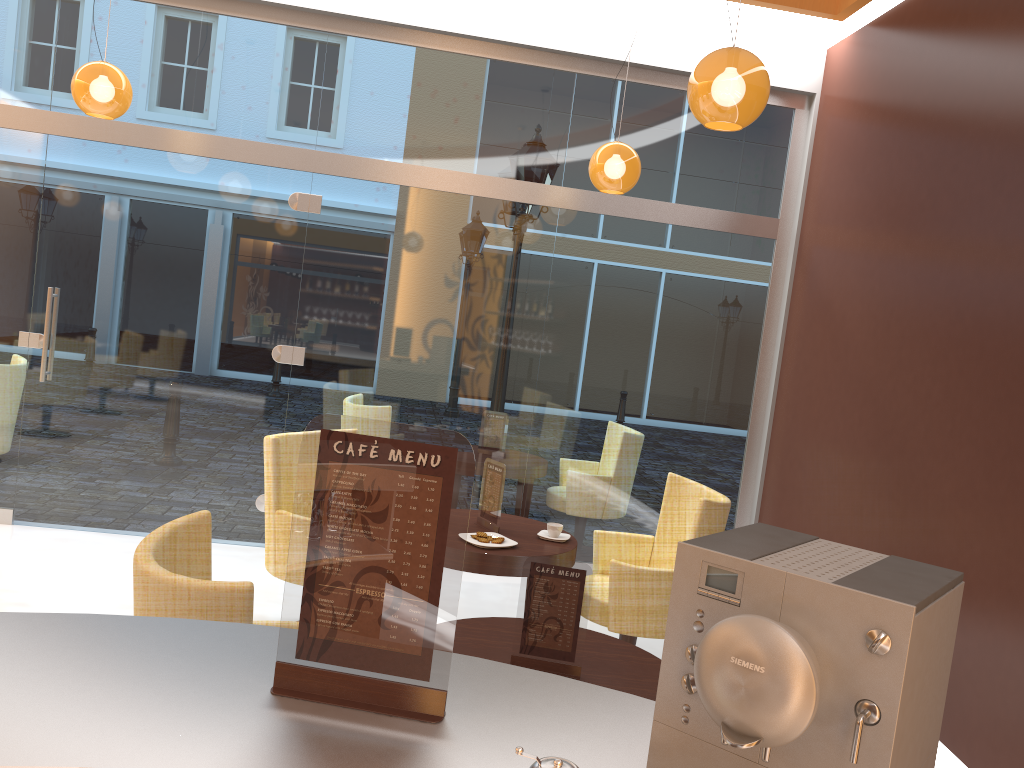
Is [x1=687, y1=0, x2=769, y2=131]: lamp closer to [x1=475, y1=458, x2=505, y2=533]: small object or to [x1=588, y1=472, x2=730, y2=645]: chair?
[x1=588, y1=472, x2=730, y2=645]: chair

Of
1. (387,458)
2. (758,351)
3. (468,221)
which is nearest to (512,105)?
(468,221)

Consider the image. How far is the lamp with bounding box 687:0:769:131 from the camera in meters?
3.1

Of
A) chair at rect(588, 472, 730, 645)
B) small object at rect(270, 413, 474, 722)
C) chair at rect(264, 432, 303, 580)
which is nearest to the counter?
small object at rect(270, 413, 474, 722)

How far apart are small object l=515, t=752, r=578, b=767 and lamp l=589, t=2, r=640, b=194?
4.22m

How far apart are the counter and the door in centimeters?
445cm

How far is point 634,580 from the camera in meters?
4.0 m

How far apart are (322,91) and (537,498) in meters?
3.1 m

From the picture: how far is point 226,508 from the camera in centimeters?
587cm

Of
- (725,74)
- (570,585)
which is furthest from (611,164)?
(570,585)
